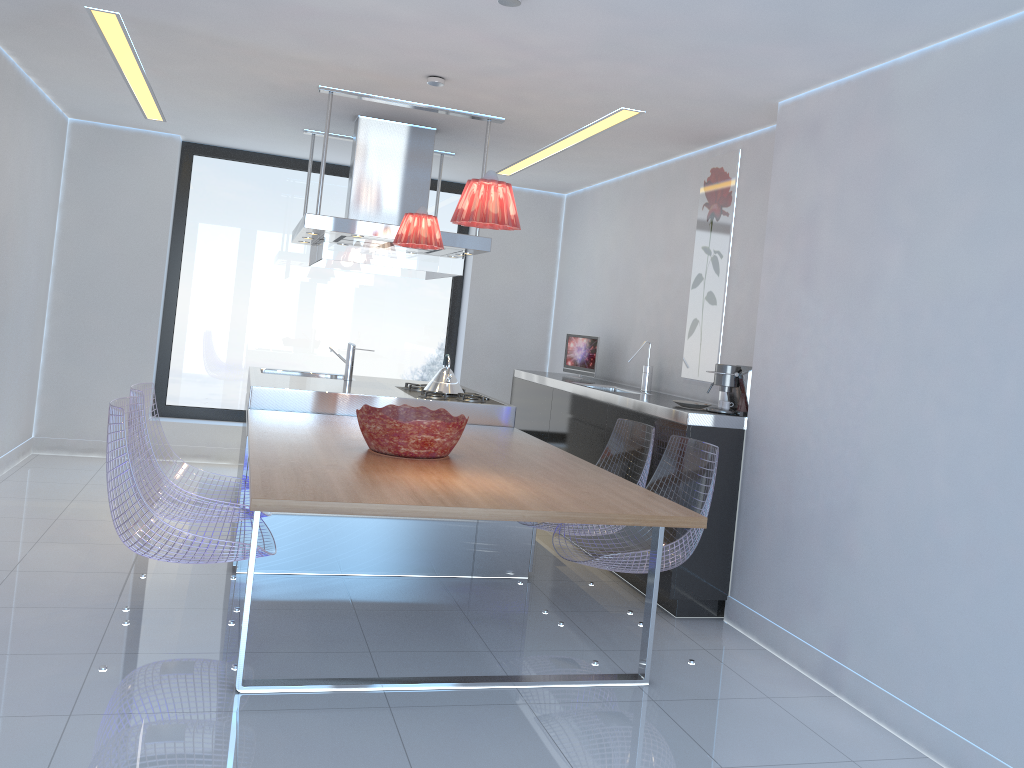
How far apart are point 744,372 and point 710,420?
0.30m

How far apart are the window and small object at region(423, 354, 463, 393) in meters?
2.2

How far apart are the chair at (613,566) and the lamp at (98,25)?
1.77m

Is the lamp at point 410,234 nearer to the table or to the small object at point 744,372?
the table

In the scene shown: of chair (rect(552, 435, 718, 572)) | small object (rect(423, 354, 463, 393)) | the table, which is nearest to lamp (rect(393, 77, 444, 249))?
the table

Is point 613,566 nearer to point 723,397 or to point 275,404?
point 723,397

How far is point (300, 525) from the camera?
4.32m

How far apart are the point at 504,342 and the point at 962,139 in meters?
4.8

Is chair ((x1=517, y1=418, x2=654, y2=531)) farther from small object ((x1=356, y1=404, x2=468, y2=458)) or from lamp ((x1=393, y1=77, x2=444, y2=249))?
lamp ((x1=393, y1=77, x2=444, y2=249))

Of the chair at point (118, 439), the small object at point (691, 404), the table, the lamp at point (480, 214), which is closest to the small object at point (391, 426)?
the table
